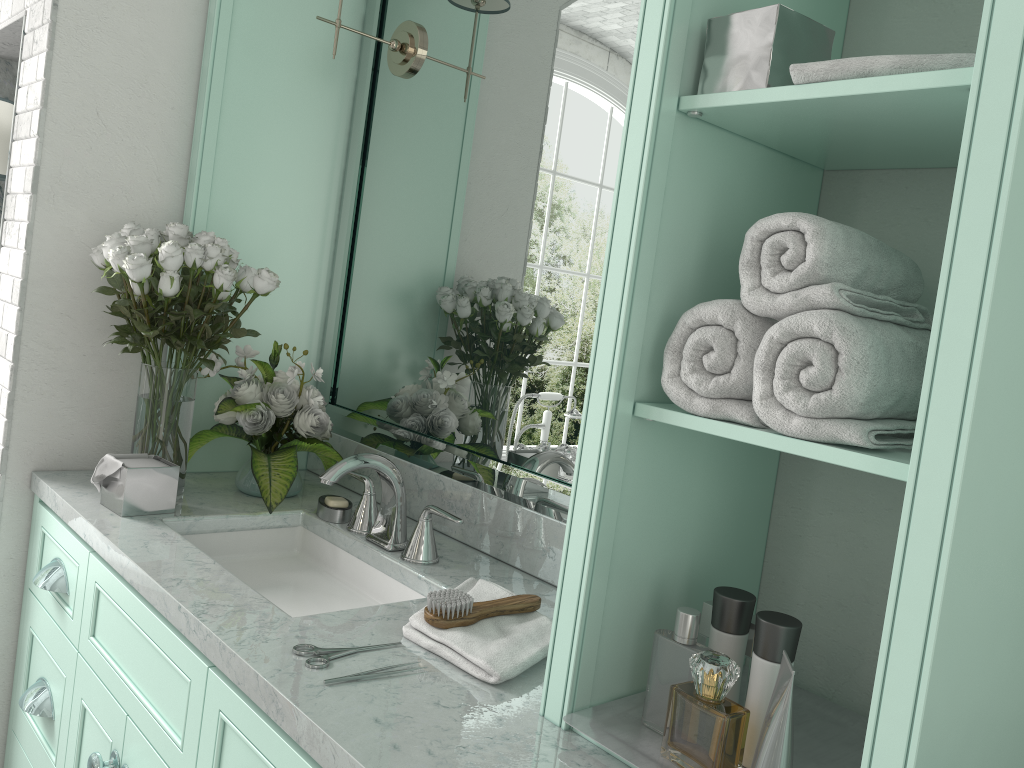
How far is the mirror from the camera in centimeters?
184cm

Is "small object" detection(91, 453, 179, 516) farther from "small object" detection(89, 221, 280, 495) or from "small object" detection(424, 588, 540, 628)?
"small object" detection(424, 588, 540, 628)

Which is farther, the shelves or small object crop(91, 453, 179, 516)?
small object crop(91, 453, 179, 516)

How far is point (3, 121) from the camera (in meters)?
2.29

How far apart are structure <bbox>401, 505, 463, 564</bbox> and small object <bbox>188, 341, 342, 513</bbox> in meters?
0.4

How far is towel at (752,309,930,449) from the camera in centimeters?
100cm

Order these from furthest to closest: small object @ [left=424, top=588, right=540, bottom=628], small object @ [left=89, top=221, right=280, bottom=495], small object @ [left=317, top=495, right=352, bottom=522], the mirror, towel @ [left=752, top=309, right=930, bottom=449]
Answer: small object @ [left=317, top=495, right=352, bottom=522] → small object @ [left=89, top=221, right=280, bottom=495] → the mirror → small object @ [left=424, top=588, right=540, bottom=628] → towel @ [left=752, top=309, right=930, bottom=449]

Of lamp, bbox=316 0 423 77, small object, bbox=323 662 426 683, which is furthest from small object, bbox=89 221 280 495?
small object, bbox=323 662 426 683

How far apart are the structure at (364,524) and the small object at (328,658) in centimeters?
66cm

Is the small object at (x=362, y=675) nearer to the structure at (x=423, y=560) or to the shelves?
the shelves
